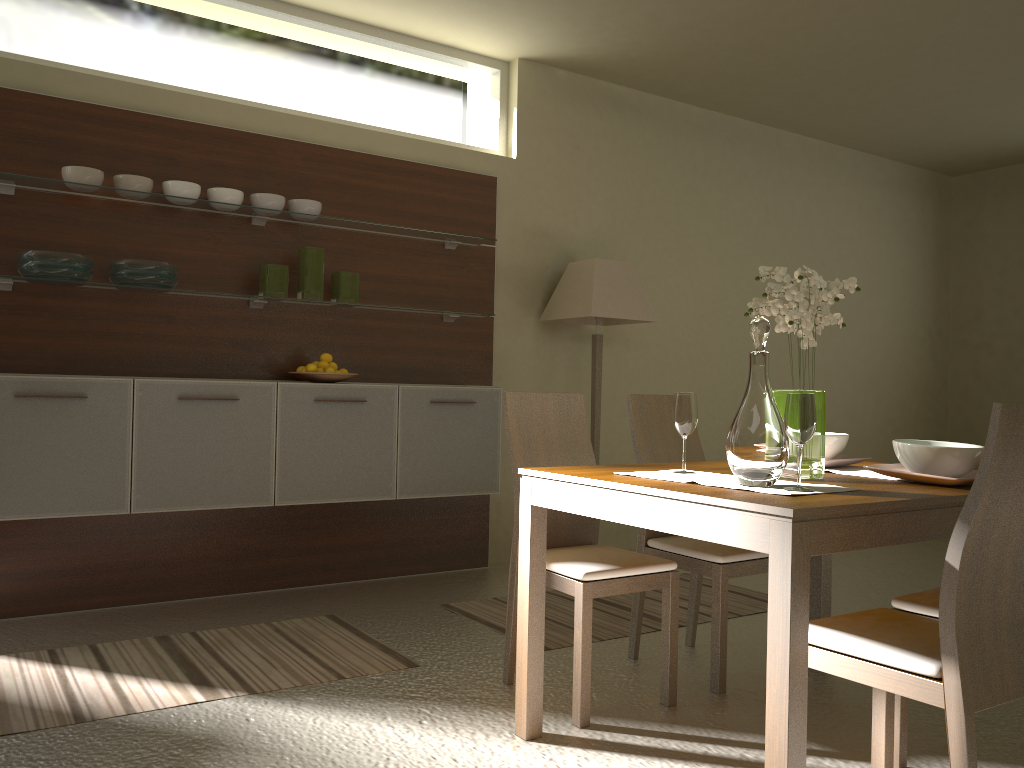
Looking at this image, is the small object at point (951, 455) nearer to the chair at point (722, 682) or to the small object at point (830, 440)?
the small object at point (830, 440)

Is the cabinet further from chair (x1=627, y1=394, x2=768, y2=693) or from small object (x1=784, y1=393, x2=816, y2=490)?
small object (x1=784, y1=393, x2=816, y2=490)

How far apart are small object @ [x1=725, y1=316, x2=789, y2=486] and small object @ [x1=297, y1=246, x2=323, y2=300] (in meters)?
2.61

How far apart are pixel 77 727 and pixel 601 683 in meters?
1.7 m

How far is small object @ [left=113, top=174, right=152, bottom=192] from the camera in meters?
3.8 m

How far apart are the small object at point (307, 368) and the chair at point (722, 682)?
1.55m

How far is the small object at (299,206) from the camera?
4.3m

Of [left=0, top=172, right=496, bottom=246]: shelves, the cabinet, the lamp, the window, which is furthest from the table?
the window

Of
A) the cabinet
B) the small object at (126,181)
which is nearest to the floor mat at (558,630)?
the cabinet

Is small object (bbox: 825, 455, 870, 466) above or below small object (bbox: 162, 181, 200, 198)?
below
